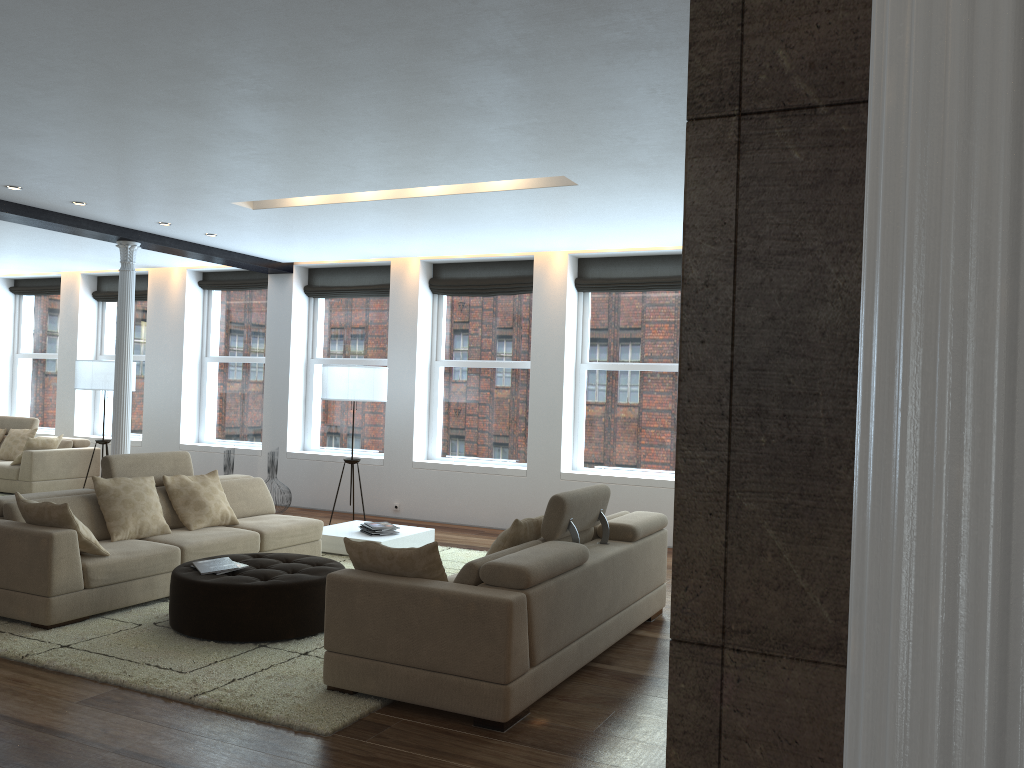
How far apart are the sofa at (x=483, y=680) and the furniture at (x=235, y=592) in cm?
89

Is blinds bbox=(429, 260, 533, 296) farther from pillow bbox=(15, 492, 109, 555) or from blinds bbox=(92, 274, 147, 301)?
pillow bbox=(15, 492, 109, 555)

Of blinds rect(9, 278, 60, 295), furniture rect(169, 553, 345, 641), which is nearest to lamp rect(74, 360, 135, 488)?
blinds rect(9, 278, 60, 295)

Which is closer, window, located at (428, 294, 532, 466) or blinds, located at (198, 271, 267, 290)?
window, located at (428, 294, 532, 466)

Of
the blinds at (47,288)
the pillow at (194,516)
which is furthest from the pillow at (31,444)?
the pillow at (194,516)

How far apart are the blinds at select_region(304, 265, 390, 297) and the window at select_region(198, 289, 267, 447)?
0.8 meters

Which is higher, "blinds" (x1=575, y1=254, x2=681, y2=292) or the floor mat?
"blinds" (x1=575, y1=254, x2=681, y2=292)

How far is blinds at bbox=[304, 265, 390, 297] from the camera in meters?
10.8

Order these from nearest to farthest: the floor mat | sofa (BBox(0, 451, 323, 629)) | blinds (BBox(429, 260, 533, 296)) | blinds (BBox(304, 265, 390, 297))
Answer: the floor mat → sofa (BBox(0, 451, 323, 629)) → blinds (BBox(429, 260, 533, 296)) → blinds (BBox(304, 265, 390, 297))

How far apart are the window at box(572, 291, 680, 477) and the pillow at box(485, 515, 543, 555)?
4.4m
